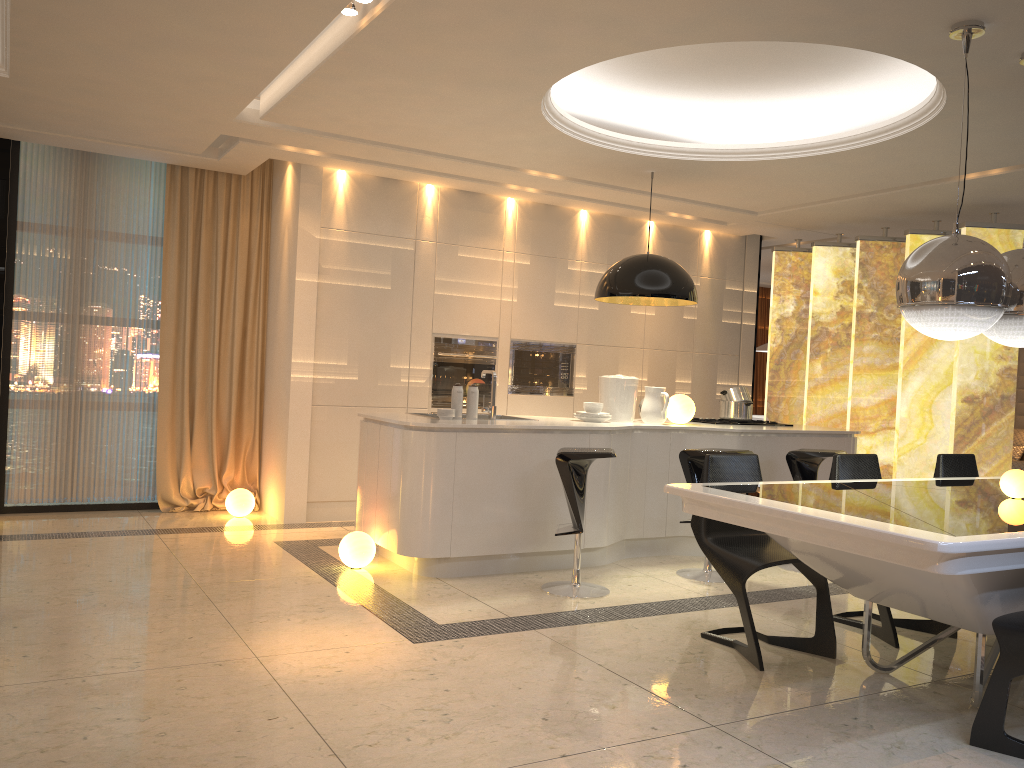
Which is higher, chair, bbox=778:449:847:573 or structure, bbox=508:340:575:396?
structure, bbox=508:340:575:396

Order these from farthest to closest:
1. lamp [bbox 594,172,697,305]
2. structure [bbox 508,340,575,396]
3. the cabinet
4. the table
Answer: structure [bbox 508,340,575,396] → lamp [bbox 594,172,697,305] → the cabinet → the table

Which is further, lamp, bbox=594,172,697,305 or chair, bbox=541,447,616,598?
lamp, bbox=594,172,697,305

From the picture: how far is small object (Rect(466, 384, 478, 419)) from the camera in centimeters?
544cm

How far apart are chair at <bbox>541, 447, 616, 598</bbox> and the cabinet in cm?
30

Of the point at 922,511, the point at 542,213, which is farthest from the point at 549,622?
the point at 542,213

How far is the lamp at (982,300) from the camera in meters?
3.3 m

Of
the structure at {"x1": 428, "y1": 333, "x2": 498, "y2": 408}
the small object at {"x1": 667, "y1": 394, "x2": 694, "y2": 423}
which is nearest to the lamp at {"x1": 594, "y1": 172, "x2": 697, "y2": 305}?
the small object at {"x1": 667, "y1": 394, "x2": 694, "y2": 423}

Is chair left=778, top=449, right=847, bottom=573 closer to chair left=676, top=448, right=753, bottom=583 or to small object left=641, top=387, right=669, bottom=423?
chair left=676, top=448, right=753, bottom=583

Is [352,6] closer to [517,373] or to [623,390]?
[623,390]
